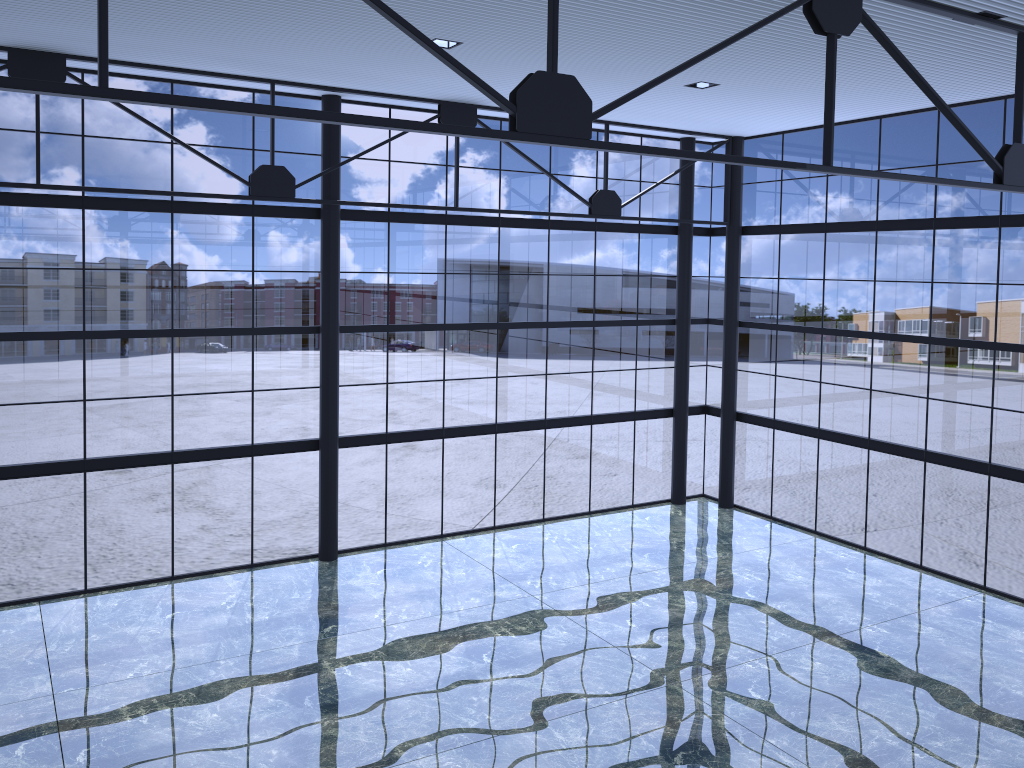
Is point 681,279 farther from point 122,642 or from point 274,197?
point 122,642

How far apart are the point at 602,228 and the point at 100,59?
20.4 meters
